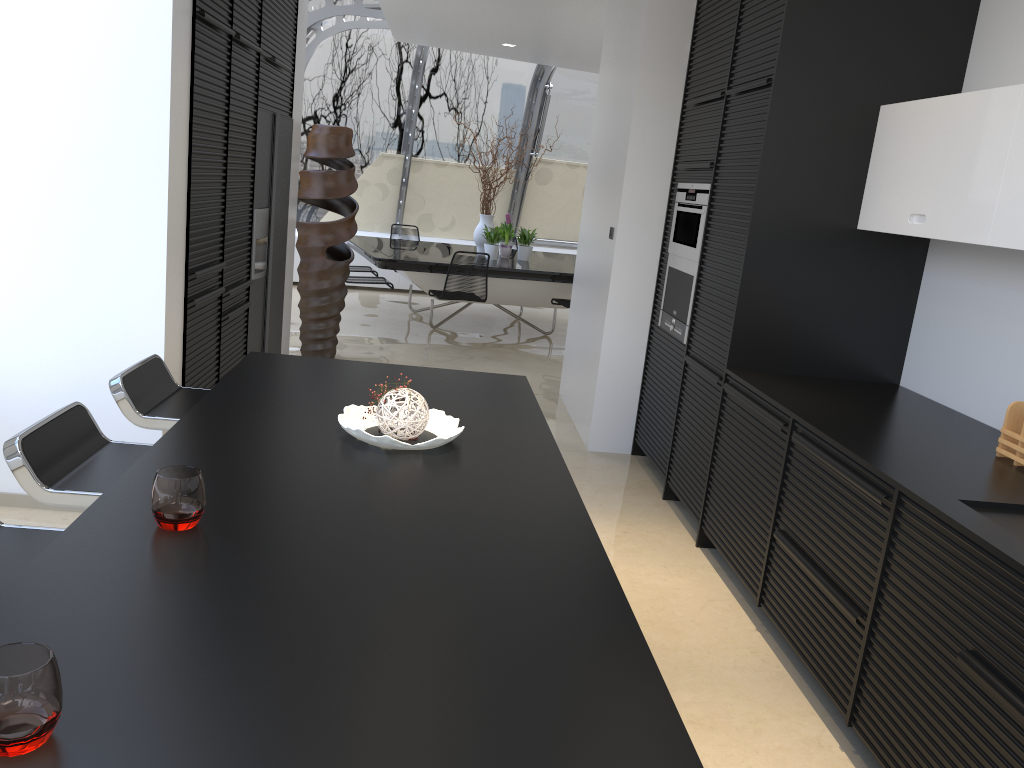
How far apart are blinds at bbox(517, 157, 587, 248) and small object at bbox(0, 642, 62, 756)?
11.4 meters

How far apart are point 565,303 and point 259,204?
4.2 meters

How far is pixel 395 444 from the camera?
2.23m

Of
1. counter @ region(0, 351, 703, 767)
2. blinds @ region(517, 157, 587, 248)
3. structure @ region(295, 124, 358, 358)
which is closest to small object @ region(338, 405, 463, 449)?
counter @ region(0, 351, 703, 767)

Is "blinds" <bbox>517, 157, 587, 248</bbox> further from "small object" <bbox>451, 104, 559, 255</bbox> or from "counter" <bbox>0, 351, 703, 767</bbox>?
"counter" <bbox>0, 351, 703, 767</bbox>

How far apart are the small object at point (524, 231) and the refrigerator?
4.0m

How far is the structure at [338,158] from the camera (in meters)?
6.72

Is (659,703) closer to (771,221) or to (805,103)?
(771,221)

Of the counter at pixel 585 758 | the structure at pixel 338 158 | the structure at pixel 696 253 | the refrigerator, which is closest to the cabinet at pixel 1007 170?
the structure at pixel 696 253

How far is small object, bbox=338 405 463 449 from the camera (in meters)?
2.23
